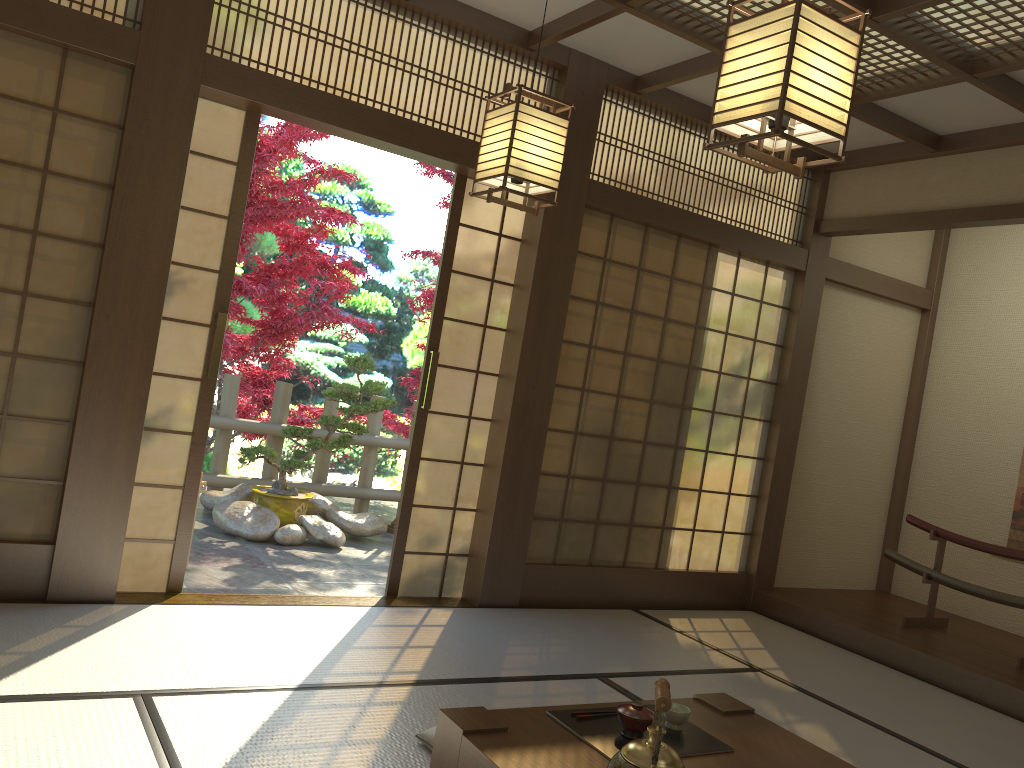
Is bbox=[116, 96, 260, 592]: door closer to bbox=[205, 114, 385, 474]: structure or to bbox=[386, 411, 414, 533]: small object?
bbox=[205, 114, 385, 474]: structure

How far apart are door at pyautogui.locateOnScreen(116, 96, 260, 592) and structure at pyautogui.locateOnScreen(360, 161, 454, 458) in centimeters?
451cm

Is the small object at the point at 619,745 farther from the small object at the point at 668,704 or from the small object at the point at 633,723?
the small object at the point at 668,704

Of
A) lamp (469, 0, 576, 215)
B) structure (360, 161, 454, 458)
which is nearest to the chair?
lamp (469, 0, 576, 215)

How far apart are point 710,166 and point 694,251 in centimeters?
53cm

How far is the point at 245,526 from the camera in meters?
5.8

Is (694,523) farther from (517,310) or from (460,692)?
(460,692)

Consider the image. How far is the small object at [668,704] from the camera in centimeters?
172cm

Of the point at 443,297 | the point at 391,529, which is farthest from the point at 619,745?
the point at 391,529

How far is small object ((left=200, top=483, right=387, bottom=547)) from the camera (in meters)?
5.81
